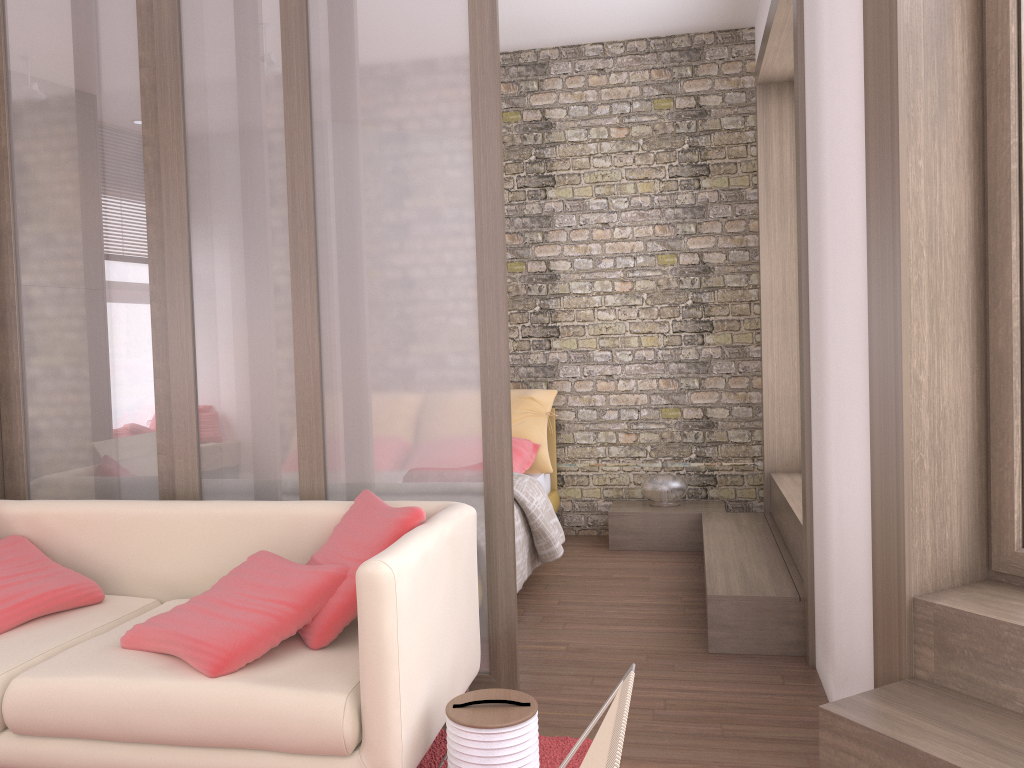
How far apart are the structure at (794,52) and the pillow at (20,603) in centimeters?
227cm

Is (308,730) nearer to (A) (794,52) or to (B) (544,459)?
(A) (794,52)

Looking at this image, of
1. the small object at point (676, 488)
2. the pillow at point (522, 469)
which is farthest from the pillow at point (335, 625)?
the small object at point (676, 488)

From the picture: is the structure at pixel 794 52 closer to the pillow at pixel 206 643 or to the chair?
the pillow at pixel 206 643

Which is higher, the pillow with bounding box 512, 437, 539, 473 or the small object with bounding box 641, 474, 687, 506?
the pillow with bounding box 512, 437, 539, 473

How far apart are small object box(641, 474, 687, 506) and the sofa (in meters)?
2.81

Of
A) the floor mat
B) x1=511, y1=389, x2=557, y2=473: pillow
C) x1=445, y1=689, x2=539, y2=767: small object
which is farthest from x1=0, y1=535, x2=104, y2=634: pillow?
x1=511, y1=389, x2=557, y2=473: pillow

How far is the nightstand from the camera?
5.37m

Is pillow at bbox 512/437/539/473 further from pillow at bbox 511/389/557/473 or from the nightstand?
the nightstand

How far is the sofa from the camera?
2.15m
